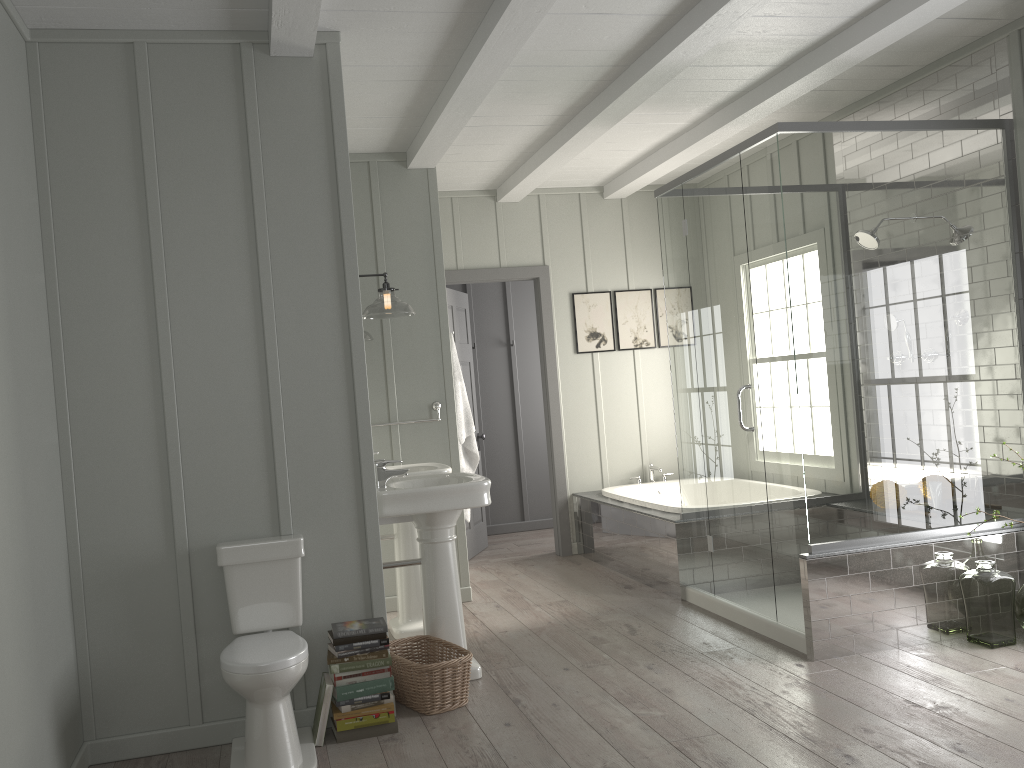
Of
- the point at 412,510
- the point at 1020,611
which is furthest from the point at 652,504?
the point at 412,510

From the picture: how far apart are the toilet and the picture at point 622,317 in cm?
398

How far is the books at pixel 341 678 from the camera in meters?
3.3

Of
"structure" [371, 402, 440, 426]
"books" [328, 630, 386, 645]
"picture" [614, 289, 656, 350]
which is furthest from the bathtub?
"books" [328, 630, 386, 645]

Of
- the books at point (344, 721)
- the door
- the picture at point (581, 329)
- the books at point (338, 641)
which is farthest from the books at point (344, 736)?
the picture at point (581, 329)

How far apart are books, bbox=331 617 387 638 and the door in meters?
3.3

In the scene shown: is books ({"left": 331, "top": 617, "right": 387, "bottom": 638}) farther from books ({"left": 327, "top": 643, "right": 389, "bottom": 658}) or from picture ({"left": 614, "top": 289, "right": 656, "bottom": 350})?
picture ({"left": 614, "top": 289, "right": 656, "bottom": 350})

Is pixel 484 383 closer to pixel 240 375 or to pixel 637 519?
pixel 637 519

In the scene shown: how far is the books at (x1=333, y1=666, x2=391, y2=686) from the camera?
3.3m

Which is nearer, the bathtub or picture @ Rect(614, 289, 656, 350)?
the bathtub
